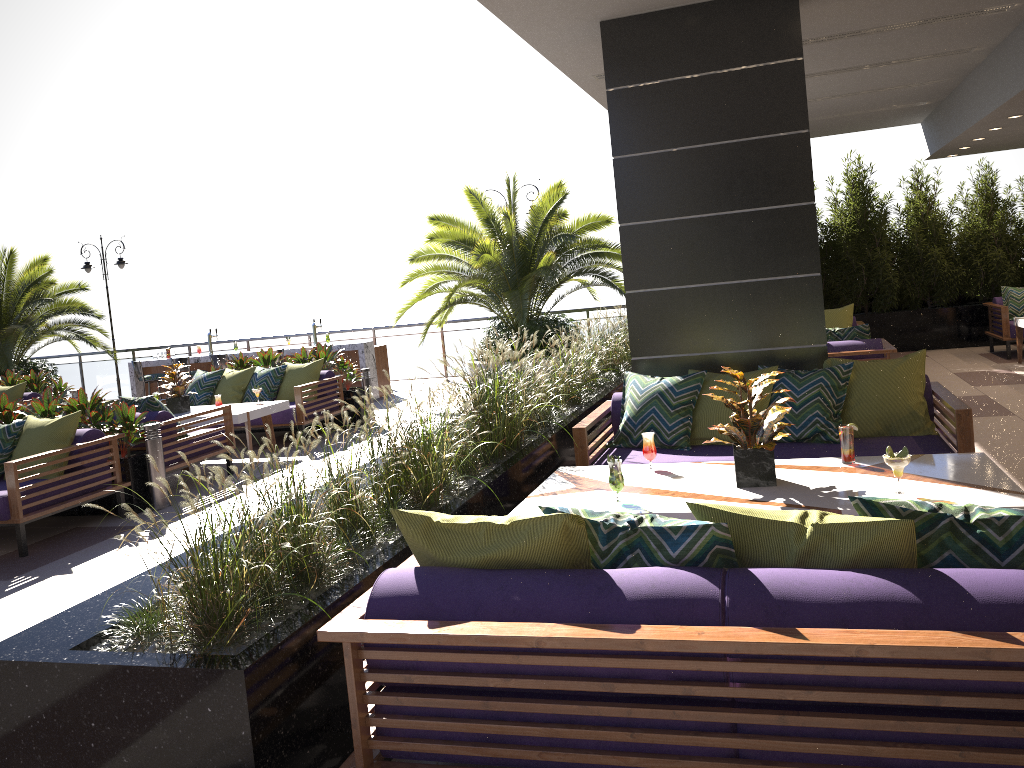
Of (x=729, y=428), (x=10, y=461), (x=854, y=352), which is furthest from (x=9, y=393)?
(x=729, y=428)

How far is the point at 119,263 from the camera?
16.94m

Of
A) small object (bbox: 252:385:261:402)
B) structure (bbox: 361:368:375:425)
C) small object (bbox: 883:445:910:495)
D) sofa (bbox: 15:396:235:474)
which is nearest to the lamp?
structure (bbox: 361:368:375:425)

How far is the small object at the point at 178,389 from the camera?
9.31m

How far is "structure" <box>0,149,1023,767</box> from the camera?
2.5 meters

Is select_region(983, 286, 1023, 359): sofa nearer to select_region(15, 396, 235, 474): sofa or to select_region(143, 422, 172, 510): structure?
select_region(15, 396, 235, 474): sofa

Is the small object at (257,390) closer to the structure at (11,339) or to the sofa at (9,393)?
the sofa at (9,393)

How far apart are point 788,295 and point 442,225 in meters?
7.8

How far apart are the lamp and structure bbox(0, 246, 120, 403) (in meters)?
0.64

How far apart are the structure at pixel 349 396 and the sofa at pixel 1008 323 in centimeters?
814cm
